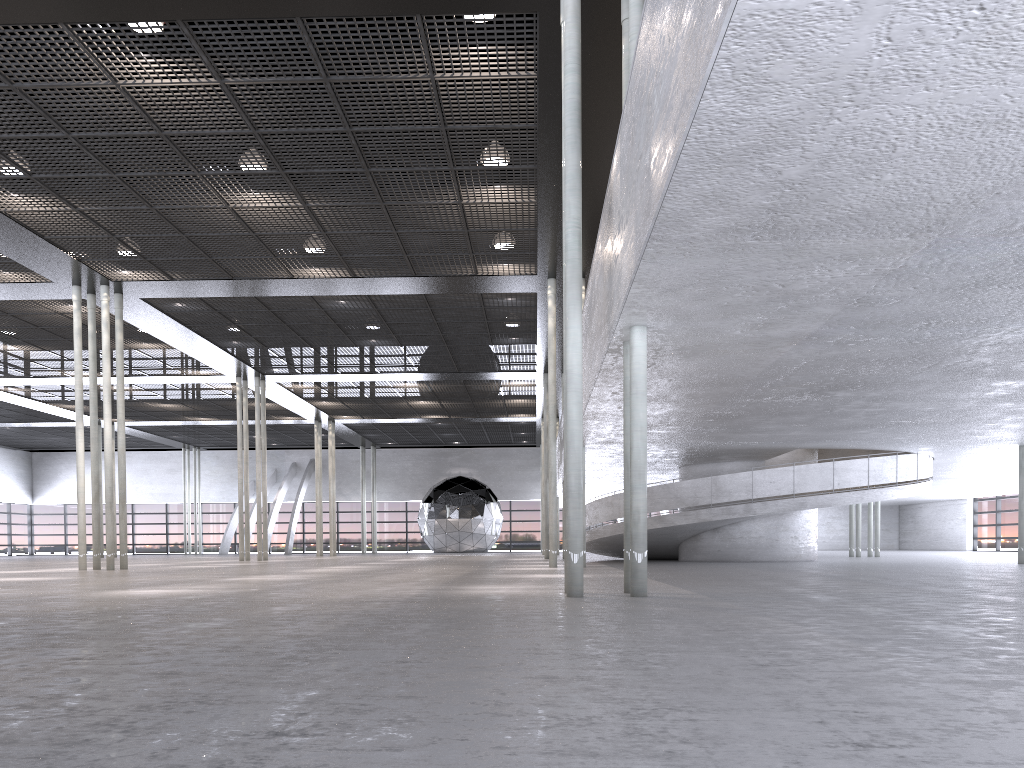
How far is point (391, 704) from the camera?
2.58m

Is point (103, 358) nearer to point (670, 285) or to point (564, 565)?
point (564, 565)
